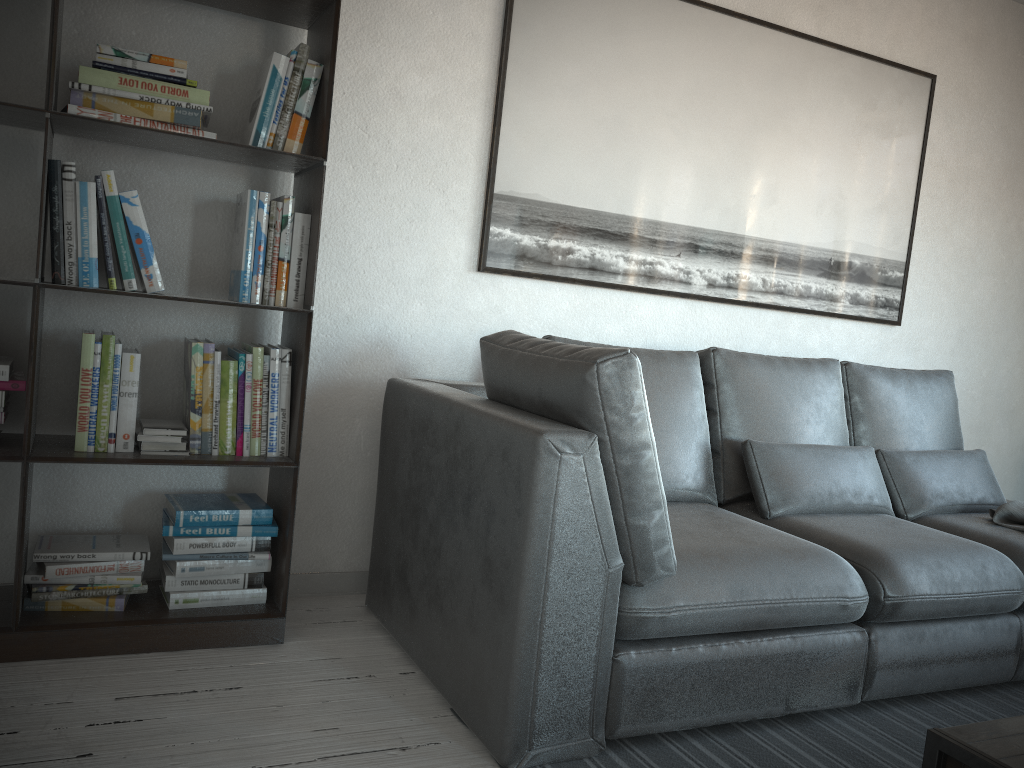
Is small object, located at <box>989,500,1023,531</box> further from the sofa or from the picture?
the picture

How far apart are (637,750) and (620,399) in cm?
80

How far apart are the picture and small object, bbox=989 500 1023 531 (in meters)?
0.98

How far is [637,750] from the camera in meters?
2.0 m

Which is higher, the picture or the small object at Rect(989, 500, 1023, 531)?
the picture

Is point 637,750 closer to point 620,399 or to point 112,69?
point 620,399

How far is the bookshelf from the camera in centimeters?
208cm

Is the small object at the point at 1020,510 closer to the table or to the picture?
the picture

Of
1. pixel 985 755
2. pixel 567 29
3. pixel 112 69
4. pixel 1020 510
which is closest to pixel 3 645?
pixel 112 69

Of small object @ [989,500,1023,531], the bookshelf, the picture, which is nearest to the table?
small object @ [989,500,1023,531]
